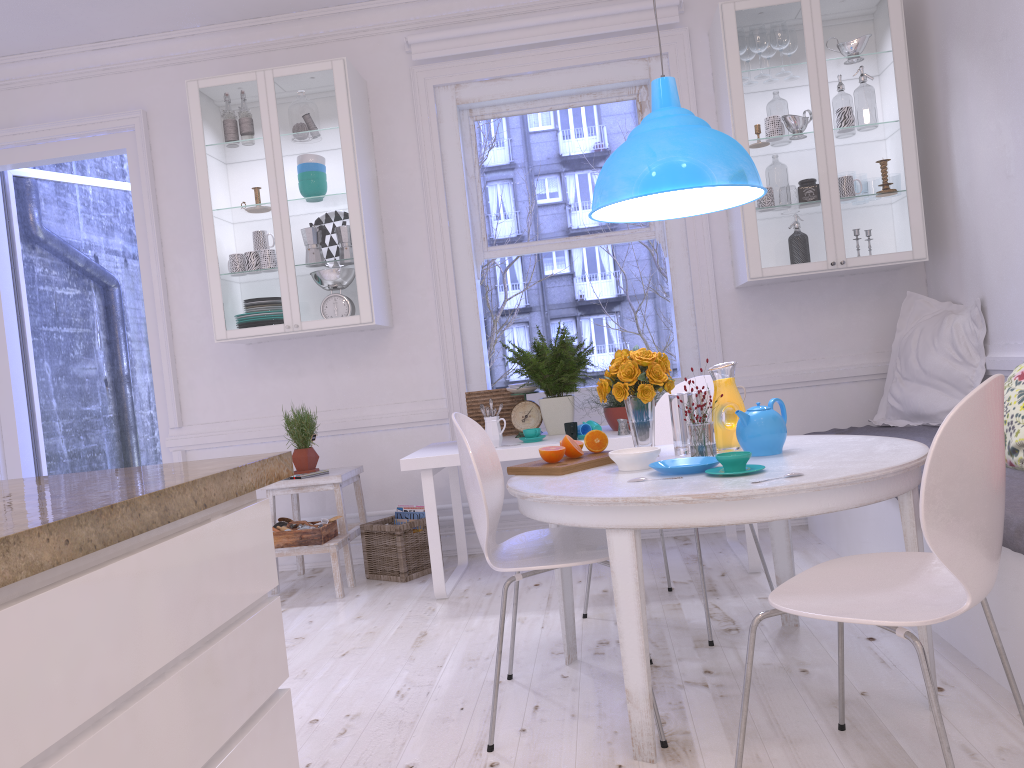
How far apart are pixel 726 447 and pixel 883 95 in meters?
2.3 m

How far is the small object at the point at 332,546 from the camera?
4.01m

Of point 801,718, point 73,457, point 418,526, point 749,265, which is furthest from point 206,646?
point 73,457

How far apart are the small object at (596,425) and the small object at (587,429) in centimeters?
2cm

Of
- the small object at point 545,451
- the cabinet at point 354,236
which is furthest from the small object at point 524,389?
the small object at point 545,451

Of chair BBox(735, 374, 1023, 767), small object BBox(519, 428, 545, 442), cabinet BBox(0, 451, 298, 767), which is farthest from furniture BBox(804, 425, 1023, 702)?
cabinet BBox(0, 451, 298, 767)

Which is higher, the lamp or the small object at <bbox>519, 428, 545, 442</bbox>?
the lamp

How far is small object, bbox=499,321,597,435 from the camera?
4.0 meters

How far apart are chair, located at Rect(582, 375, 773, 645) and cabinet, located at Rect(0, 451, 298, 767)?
2.1m

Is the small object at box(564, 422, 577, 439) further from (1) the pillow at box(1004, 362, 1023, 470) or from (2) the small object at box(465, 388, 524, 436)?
(1) the pillow at box(1004, 362, 1023, 470)
